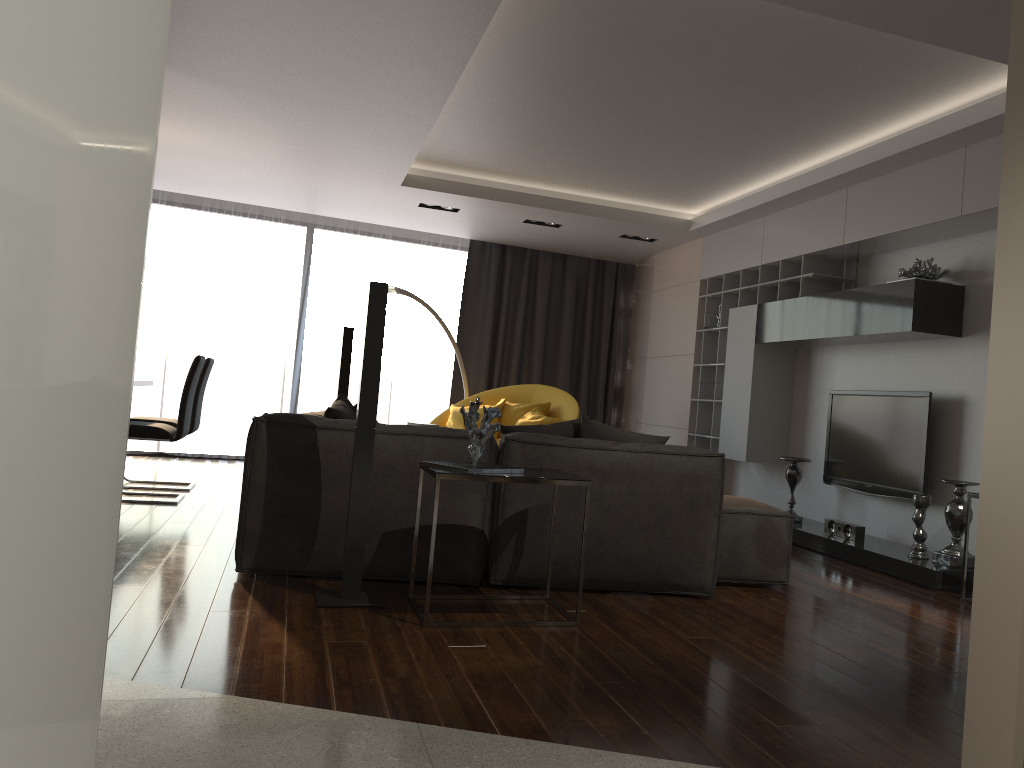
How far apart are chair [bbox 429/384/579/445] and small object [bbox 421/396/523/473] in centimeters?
411cm

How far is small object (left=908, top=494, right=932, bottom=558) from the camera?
5.0 meters

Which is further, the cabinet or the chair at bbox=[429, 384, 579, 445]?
the chair at bbox=[429, 384, 579, 445]

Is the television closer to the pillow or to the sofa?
the sofa

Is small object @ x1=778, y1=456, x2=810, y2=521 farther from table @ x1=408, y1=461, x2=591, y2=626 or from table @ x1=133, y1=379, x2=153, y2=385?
table @ x1=133, y1=379, x2=153, y2=385

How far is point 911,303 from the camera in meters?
5.1

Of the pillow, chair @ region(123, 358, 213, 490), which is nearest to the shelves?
the pillow

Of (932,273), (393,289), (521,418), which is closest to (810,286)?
Result: (932,273)

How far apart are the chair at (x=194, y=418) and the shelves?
4.1m

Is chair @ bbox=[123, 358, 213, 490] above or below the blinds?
below
